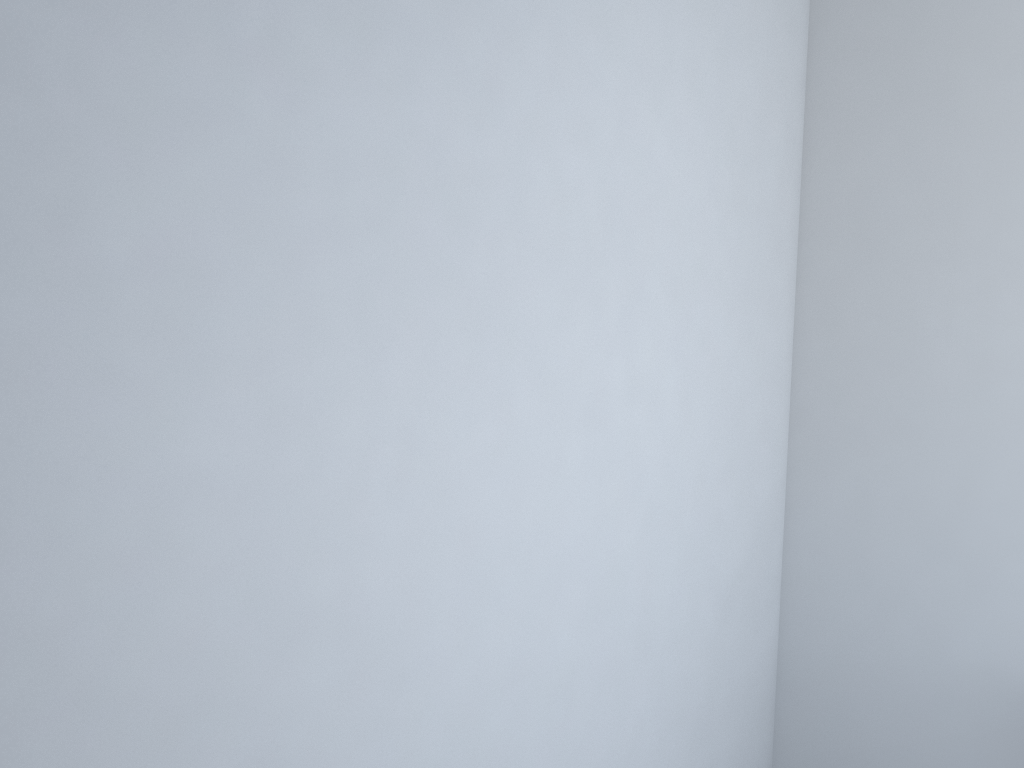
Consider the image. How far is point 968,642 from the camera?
2.05m
